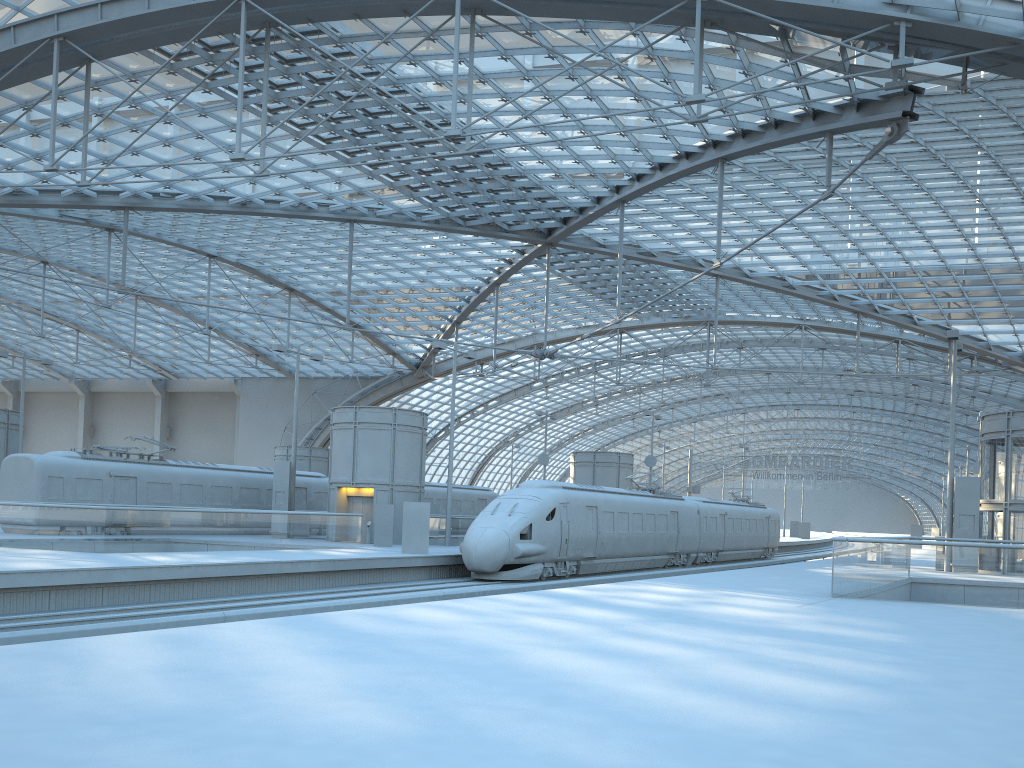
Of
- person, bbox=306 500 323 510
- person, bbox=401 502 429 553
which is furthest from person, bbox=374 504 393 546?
person, bbox=306 500 323 510

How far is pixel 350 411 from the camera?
35.2 meters

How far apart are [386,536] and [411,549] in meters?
4.4

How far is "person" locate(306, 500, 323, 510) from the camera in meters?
40.5

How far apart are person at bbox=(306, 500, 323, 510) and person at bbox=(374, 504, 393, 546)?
9.12m

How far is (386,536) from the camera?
32.08m

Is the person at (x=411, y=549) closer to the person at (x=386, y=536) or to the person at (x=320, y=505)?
the person at (x=386, y=536)

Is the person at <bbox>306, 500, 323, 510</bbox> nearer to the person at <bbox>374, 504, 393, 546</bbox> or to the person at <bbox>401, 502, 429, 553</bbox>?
the person at <bbox>374, 504, 393, 546</bbox>

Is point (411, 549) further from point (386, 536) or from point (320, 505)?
point (320, 505)

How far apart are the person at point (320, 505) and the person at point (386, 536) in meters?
9.1 m
